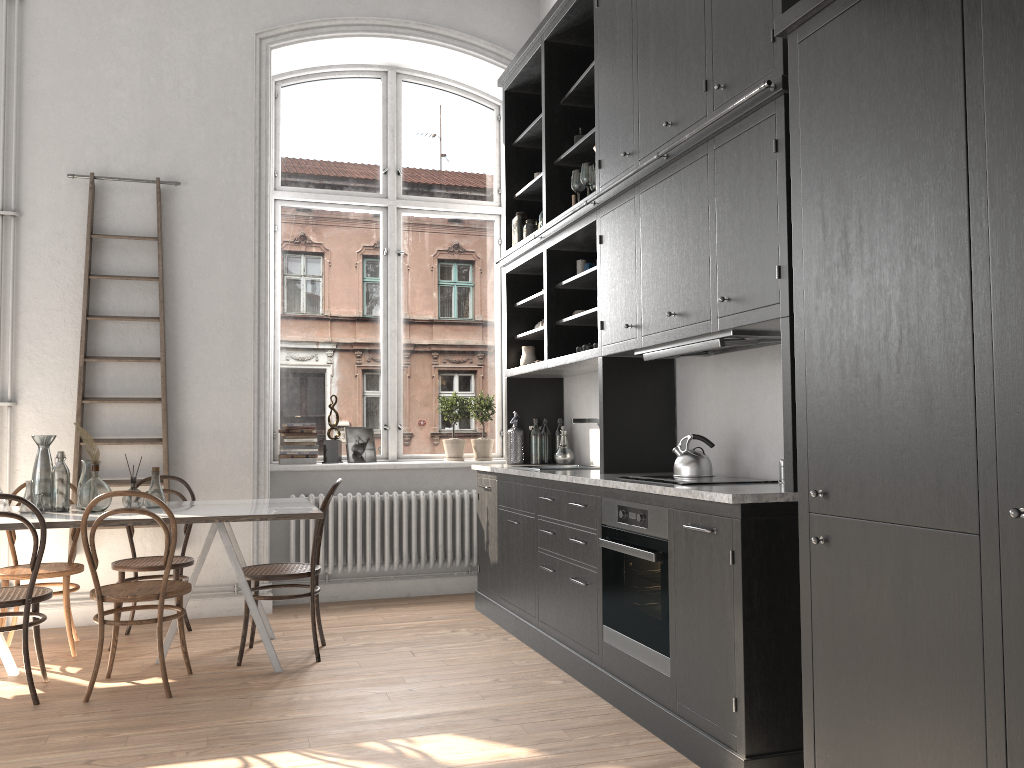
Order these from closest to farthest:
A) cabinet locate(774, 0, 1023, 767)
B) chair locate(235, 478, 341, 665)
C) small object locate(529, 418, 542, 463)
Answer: cabinet locate(774, 0, 1023, 767) < chair locate(235, 478, 341, 665) < small object locate(529, 418, 542, 463)

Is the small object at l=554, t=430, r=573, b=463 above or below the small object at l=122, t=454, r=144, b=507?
above

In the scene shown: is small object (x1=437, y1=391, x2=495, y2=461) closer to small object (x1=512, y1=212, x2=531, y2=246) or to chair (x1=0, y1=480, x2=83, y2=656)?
small object (x1=512, y1=212, x2=531, y2=246)

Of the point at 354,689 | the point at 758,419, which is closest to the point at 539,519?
the point at 354,689

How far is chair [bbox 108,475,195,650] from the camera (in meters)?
4.80

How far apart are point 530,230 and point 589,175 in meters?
1.0 m

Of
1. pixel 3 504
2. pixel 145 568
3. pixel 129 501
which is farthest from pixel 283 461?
pixel 3 504

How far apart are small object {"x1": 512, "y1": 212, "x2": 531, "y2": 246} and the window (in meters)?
1.02

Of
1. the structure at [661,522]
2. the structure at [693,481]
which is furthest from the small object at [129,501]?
the structure at [693,481]

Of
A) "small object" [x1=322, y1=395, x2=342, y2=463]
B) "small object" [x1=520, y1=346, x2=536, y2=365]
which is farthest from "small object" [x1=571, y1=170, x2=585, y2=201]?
"small object" [x1=322, y1=395, x2=342, y2=463]
